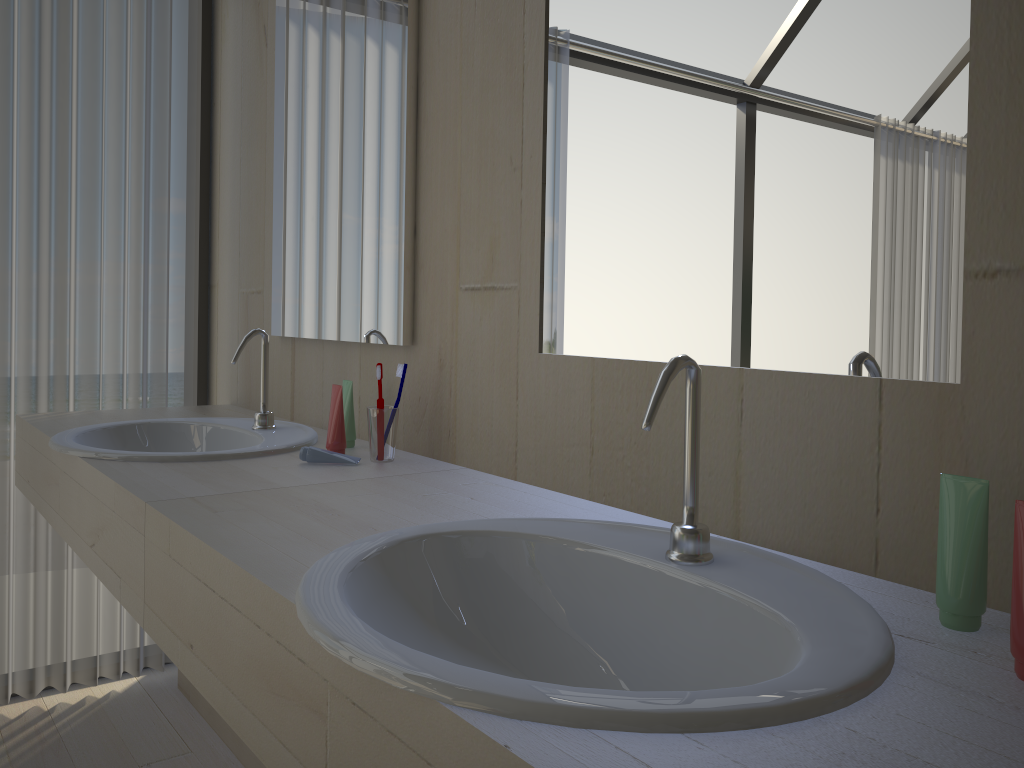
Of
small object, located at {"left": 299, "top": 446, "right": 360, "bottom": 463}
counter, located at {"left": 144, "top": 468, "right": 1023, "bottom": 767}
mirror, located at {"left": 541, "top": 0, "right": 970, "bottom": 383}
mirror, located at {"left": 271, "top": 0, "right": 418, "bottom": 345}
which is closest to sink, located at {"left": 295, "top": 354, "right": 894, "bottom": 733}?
counter, located at {"left": 144, "top": 468, "right": 1023, "bottom": 767}

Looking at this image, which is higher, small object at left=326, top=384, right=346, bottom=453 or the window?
the window

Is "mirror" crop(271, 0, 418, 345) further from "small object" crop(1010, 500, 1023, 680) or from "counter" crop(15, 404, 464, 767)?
"small object" crop(1010, 500, 1023, 680)

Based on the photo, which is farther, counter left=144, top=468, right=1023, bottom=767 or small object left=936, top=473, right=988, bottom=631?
small object left=936, top=473, right=988, bottom=631

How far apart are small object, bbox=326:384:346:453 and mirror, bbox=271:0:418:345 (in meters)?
0.15

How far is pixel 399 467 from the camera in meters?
1.5 m

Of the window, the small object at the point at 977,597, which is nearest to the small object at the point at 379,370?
the small object at the point at 977,597

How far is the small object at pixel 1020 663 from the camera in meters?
0.7 m

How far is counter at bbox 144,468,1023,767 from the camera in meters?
0.6

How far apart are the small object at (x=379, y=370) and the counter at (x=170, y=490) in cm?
11
